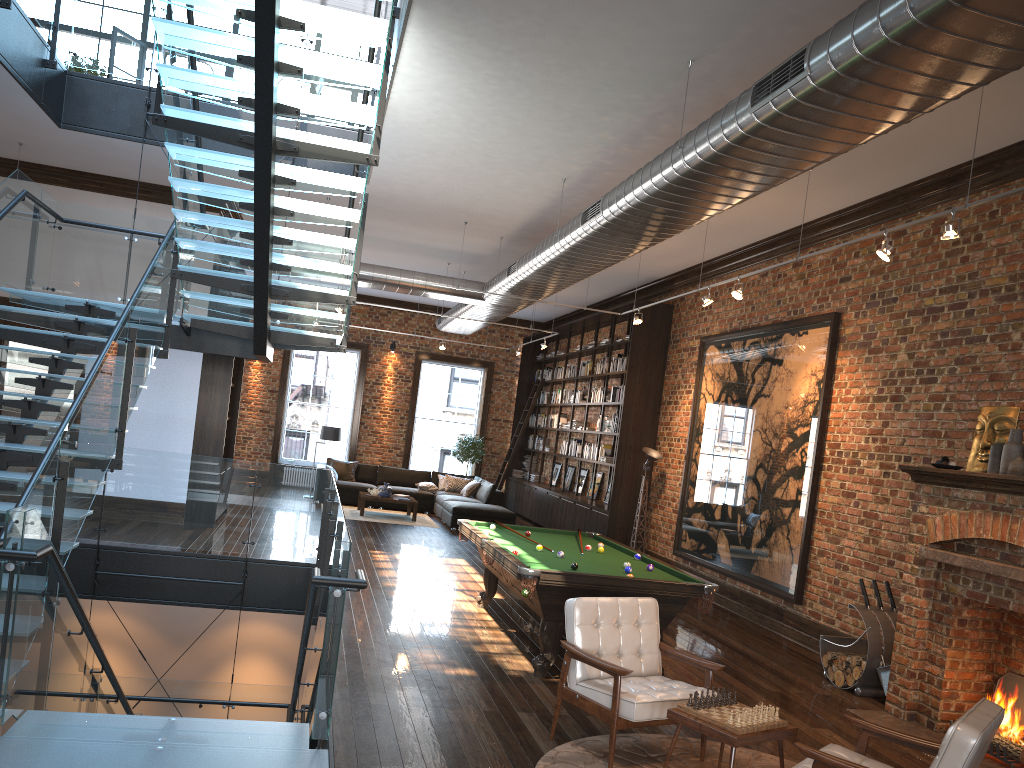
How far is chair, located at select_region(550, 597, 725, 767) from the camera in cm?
478

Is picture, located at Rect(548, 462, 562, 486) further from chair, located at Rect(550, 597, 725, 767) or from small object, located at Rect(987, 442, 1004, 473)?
chair, located at Rect(550, 597, 725, 767)

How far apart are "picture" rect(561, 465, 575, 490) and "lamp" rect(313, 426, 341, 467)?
4.64m

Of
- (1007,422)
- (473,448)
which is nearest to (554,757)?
(1007,422)

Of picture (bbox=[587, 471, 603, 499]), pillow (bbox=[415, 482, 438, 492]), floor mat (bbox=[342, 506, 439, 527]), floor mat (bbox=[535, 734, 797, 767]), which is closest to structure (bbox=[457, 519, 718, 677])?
floor mat (bbox=[535, 734, 797, 767])

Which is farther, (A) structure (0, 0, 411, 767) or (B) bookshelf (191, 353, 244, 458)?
(B) bookshelf (191, 353, 244, 458)

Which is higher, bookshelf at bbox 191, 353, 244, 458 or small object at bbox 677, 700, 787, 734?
bookshelf at bbox 191, 353, 244, 458

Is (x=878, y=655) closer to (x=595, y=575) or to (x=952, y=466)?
(x=952, y=466)

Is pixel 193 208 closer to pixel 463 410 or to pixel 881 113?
pixel 881 113

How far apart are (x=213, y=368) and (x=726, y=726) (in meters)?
9.52
